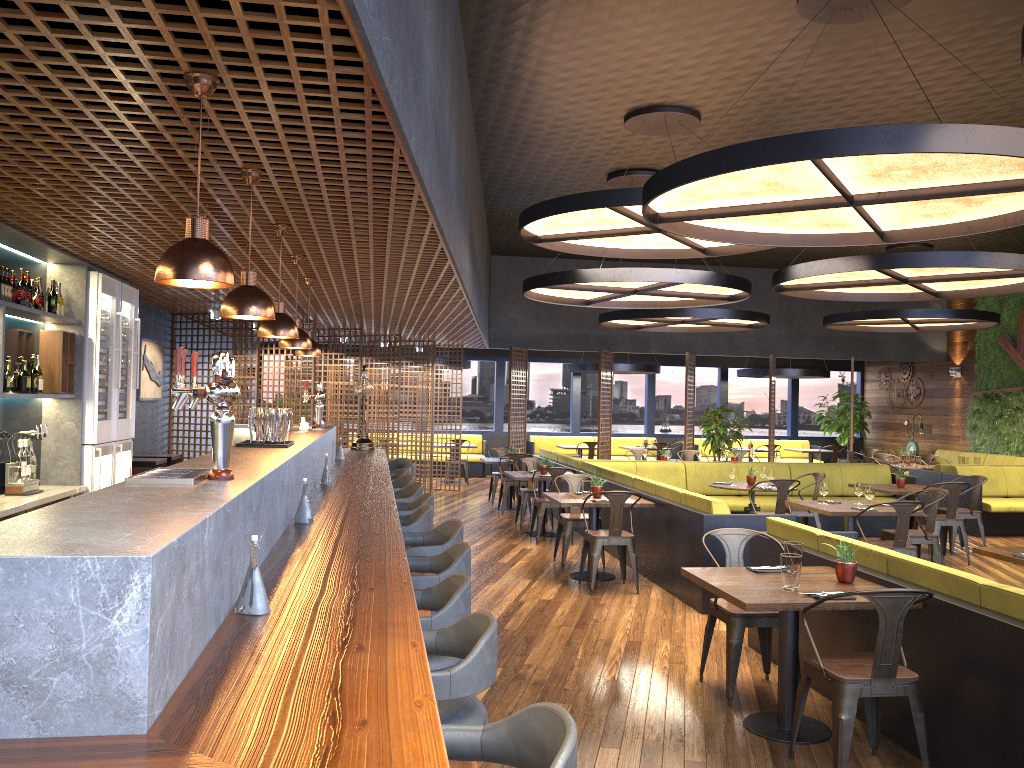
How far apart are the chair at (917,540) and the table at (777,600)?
3.82m

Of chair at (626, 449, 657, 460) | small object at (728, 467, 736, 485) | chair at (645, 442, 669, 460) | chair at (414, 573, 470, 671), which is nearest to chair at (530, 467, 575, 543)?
small object at (728, 467, 736, 485)

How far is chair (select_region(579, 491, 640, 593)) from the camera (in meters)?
7.79

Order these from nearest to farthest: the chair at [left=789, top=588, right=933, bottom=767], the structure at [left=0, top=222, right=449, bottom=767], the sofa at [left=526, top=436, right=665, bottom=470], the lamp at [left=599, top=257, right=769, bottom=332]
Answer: the structure at [left=0, top=222, right=449, bottom=767], the chair at [left=789, top=588, right=933, bottom=767], the lamp at [left=599, top=257, right=769, bottom=332], the sofa at [left=526, top=436, right=665, bottom=470]

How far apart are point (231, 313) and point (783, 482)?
7.10m

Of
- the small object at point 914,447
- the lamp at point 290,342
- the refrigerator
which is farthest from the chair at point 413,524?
the small object at point 914,447

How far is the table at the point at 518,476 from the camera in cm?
1088

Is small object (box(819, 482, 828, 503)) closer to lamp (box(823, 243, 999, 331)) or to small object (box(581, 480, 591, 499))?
small object (box(581, 480, 591, 499))

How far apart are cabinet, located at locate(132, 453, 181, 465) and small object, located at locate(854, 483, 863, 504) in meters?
7.0

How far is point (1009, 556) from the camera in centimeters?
565cm
